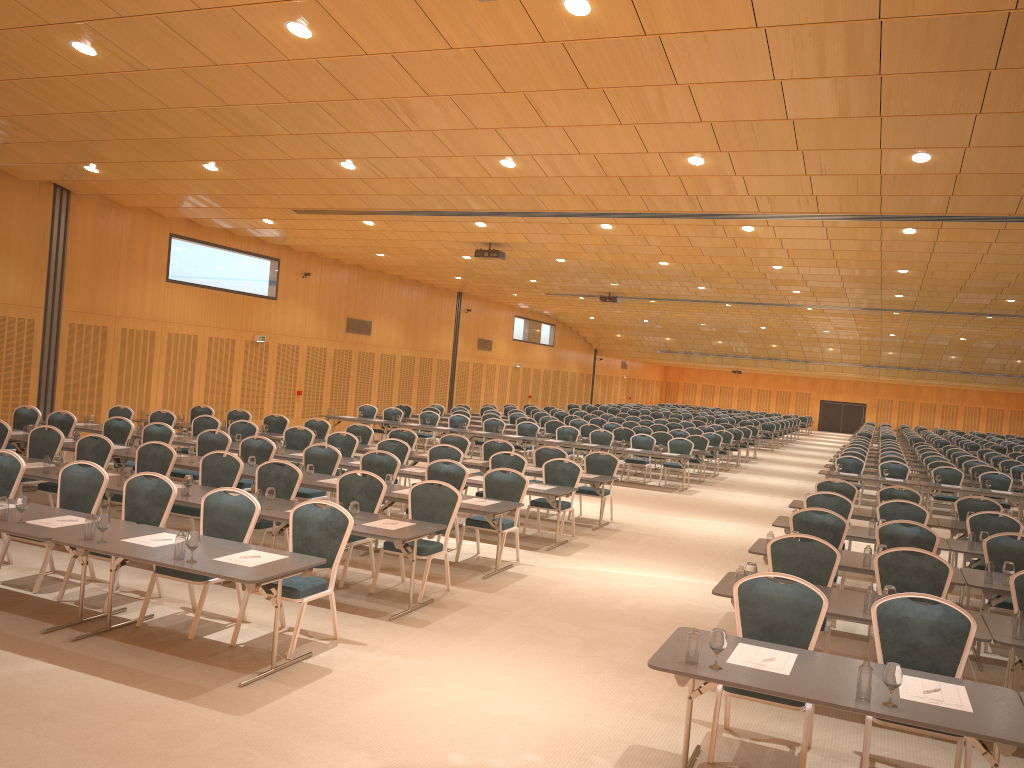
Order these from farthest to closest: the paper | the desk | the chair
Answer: the chair < the paper < the desk

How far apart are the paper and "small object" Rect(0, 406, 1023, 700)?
0.3m

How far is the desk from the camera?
4.4 meters

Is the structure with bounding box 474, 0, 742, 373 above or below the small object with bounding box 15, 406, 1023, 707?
above

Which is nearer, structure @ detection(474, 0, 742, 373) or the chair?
the chair

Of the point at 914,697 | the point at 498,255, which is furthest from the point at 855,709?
the point at 498,255

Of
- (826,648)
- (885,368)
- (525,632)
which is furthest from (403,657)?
(885,368)

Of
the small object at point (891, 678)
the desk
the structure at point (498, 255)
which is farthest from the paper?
the structure at point (498, 255)

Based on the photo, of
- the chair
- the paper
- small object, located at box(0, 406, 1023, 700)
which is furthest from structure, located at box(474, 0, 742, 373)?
small object, located at box(0, 406, 1023, 700)

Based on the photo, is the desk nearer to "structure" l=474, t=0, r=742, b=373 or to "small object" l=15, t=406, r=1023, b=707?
"small object" l=15, t=406, r=1023, b=707
